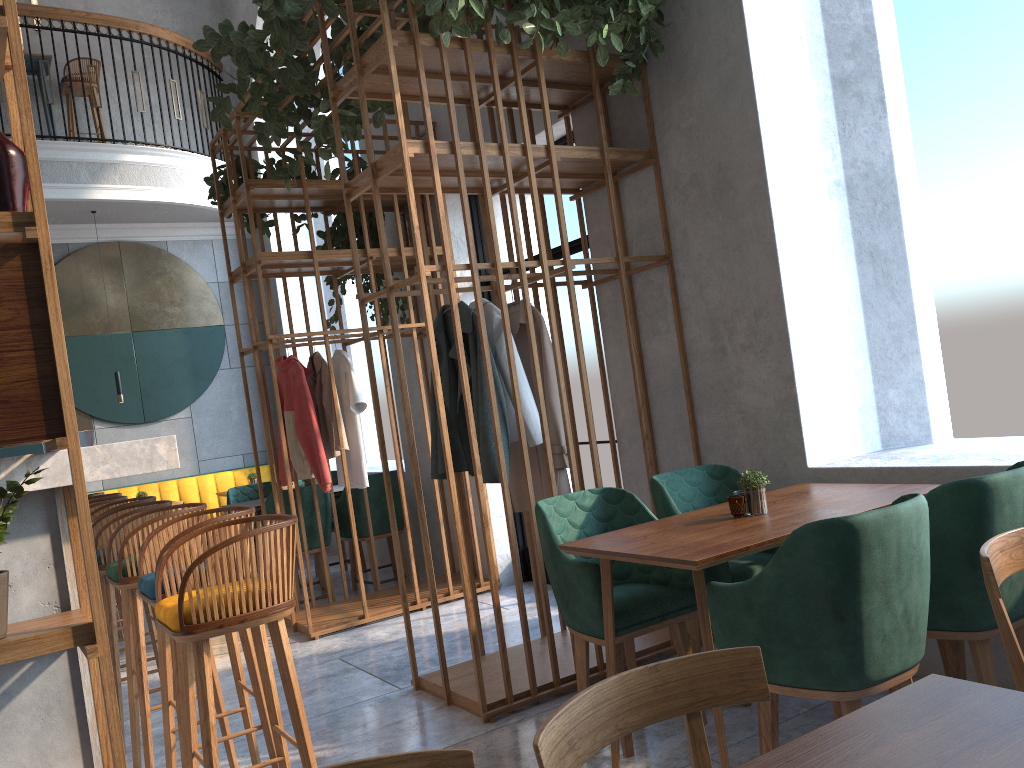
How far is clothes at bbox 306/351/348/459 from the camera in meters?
5.5 m

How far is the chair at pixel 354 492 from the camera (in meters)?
6.29

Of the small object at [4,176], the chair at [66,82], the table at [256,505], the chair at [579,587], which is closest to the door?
the table at [256,505]

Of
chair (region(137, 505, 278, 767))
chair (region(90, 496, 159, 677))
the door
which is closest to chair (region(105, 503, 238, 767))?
chair (region(137, 505, 278, 767))

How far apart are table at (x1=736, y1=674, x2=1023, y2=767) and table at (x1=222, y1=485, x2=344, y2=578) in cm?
551

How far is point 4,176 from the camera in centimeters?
183cm

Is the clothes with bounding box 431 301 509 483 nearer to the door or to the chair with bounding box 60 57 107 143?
the door

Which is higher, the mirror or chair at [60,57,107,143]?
chair at [60,57,107,143]

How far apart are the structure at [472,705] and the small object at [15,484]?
1.78m

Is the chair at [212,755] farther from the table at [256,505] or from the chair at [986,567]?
the table at [256,505]
